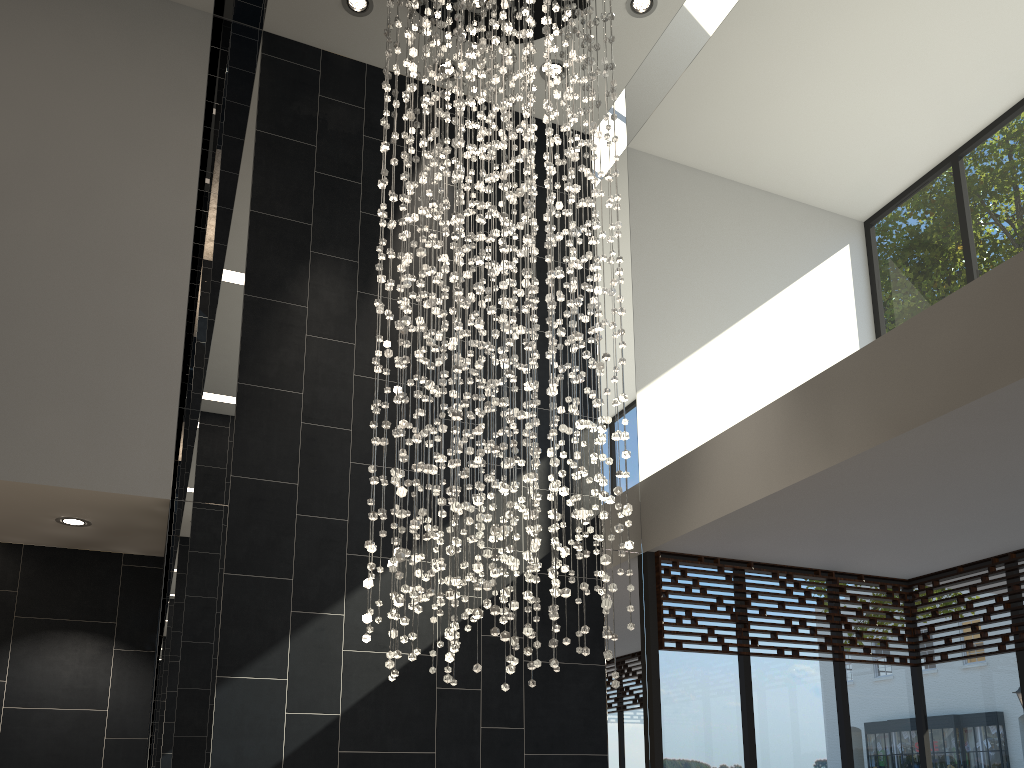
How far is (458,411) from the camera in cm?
370

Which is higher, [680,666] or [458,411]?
[458,411]

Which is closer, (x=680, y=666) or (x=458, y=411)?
(x=458, y=411)

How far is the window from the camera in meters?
5.4 m

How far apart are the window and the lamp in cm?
118

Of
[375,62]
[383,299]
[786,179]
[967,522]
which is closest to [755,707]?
[967,522]

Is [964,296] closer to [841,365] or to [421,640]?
[841,365]

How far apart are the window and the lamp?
1.18m

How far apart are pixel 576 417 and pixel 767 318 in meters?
3.3

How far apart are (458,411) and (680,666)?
2.7 meters
